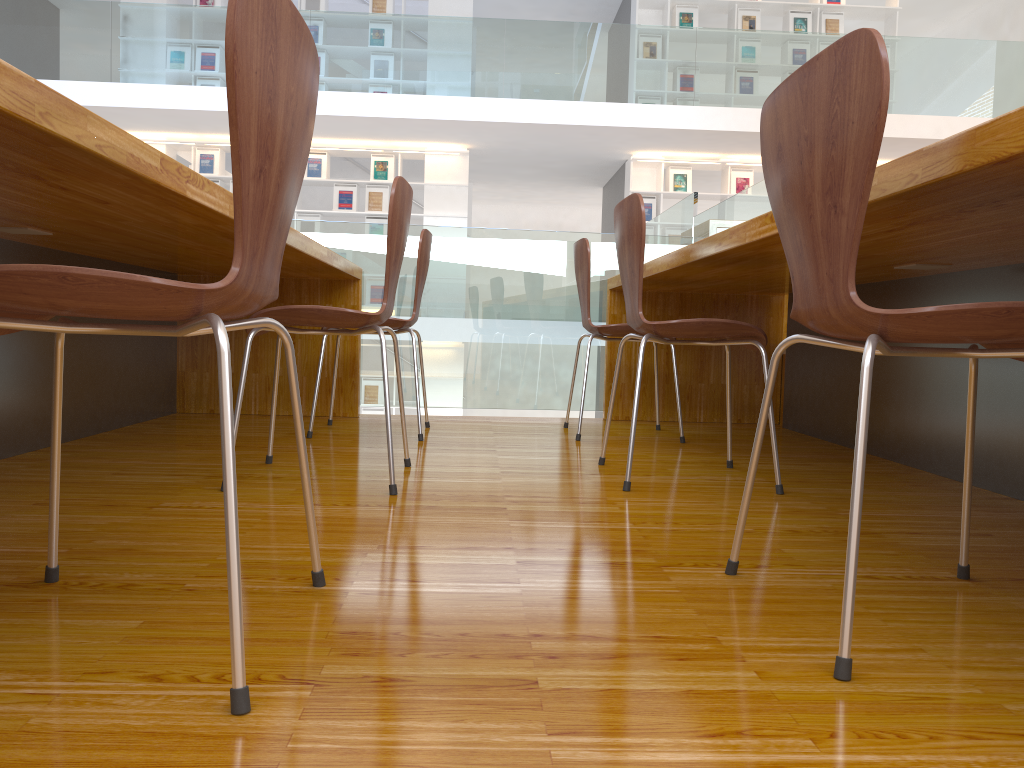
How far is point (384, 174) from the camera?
9.4m

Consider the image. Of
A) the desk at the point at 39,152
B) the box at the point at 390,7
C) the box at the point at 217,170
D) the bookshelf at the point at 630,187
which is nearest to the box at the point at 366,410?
the box at the point at 217,170

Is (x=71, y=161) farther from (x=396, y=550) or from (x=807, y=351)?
(x=807, y=351)

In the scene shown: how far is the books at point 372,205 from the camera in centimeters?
945cm

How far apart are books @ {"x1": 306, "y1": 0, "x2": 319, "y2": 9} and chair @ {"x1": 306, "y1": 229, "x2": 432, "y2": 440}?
7.4 meters

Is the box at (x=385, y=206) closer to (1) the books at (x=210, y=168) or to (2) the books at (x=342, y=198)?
(2) the books at (x=342, y=198)

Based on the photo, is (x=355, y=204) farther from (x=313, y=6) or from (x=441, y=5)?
(x=441, y=5)

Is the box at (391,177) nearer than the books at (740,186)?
Yes

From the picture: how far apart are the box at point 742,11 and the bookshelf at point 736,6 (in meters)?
0.06

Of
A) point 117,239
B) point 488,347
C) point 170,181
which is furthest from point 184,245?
point 488,347
